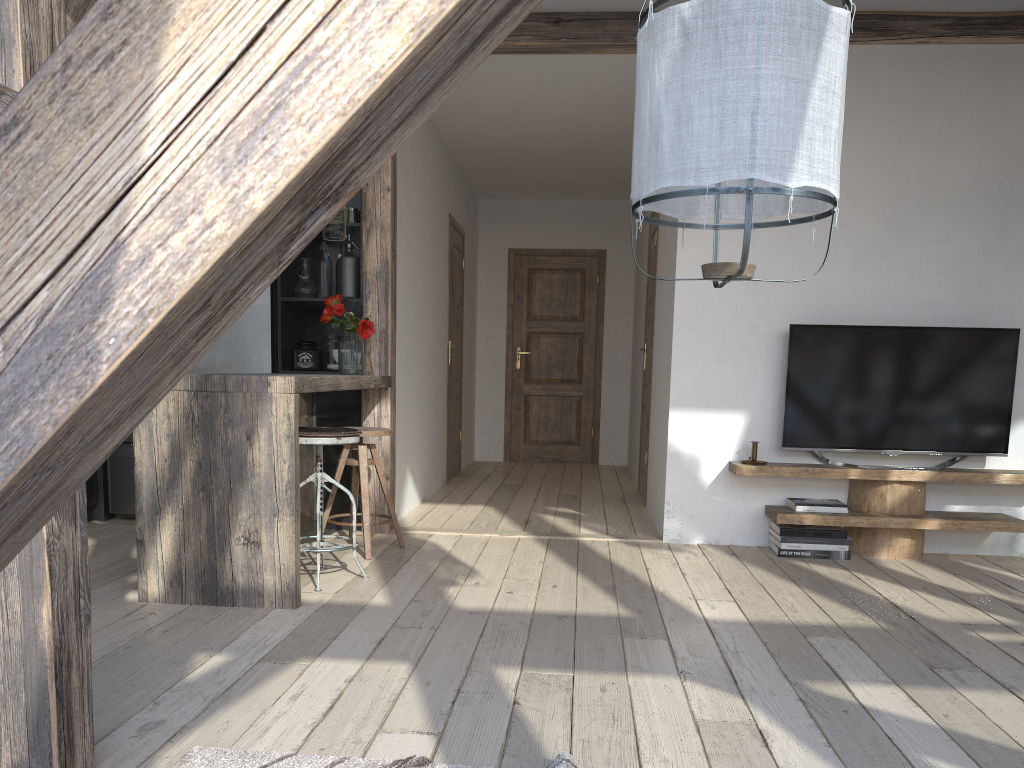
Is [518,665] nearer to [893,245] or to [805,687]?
[805,687]

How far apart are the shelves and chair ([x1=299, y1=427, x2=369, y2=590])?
1.93m

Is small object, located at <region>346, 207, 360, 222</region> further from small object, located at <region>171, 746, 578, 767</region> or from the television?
small object, located at <region>171, 746, 578, 767</region>

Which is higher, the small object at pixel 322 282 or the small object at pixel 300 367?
the small object at pixel 322 282

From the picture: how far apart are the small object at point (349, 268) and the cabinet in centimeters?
4cm

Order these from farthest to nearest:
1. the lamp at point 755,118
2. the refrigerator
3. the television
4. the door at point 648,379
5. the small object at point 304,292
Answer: the door at point 648,379, the small object at point 304,292, the refrigerator, the television, the lamp at point 755,118

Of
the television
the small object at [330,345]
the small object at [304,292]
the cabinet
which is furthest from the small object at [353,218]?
the television

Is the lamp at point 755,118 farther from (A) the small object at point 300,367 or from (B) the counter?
(A) the small object at point 300,367

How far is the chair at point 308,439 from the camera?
3.5 meters

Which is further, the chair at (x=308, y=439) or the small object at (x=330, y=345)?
the small object at (x=330, y=345)
